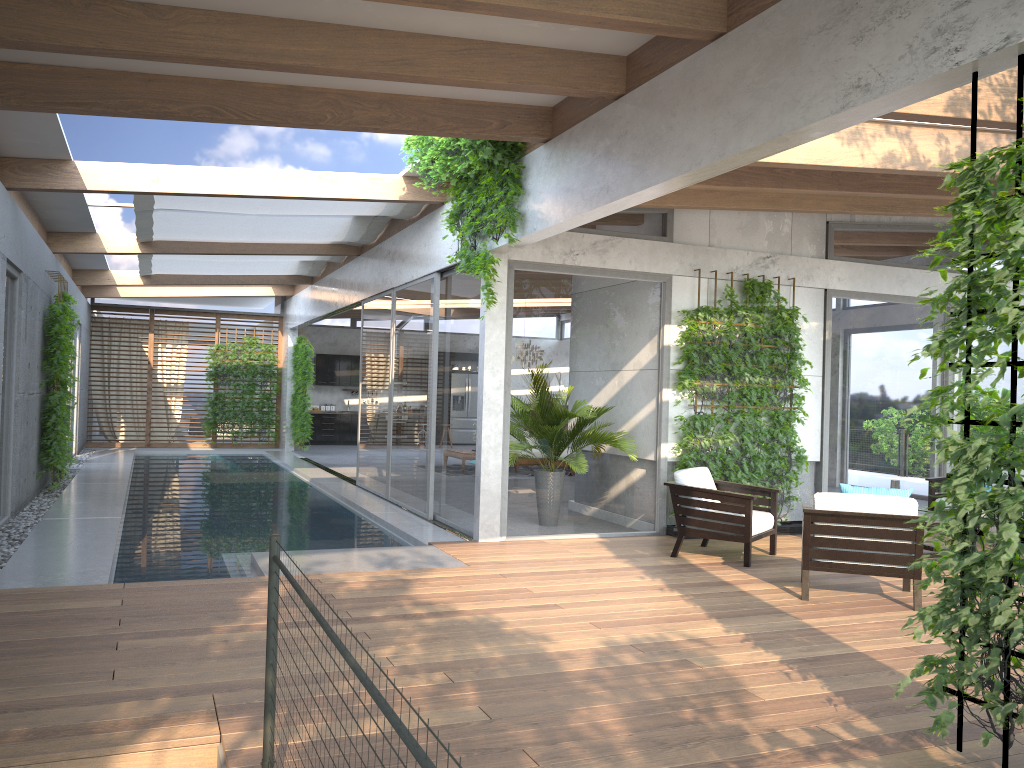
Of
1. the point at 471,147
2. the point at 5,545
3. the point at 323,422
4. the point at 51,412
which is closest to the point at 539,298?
the point at 471,147

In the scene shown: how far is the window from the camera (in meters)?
8.53

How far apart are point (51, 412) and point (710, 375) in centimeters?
774cm

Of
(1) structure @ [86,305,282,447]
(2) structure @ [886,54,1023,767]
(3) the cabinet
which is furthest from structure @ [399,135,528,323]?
(3) the cabinet

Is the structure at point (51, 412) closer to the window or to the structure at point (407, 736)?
the window

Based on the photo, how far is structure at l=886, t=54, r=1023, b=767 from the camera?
3.2 meters

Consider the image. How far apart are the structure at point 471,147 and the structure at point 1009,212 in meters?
4.2 m

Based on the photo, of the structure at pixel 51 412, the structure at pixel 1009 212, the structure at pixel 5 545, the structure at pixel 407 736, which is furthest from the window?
the structure at pixel 407 736

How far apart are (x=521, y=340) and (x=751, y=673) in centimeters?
453cm

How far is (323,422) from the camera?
22.22m
